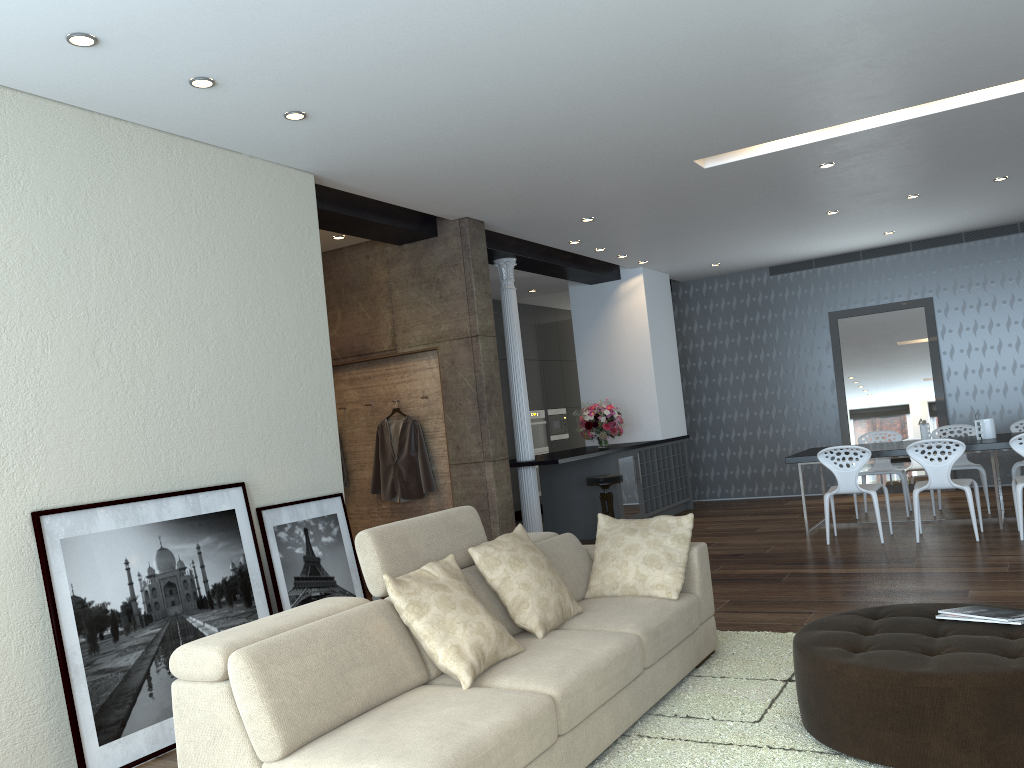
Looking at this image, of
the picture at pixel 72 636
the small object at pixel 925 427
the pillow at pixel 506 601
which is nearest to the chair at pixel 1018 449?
the small object at pixel 925 427

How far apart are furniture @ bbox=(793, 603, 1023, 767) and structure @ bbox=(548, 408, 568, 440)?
9.3m

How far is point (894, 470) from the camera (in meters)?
8.75

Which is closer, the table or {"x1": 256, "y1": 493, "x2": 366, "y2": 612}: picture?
{"x1": 256, "y1": 493, "x2": 366, "y2": 612}: picture

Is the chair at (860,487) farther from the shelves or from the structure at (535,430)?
the structure at (535,430)

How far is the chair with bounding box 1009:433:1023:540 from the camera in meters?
6.8

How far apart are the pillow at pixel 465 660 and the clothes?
3.68m

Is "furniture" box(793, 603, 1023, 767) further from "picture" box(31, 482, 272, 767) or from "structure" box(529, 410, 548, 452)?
"structure" box(529, 410, 548, 452)

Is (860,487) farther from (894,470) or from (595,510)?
(595,510)

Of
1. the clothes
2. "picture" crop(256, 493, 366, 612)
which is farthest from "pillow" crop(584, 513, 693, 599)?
the clothes
